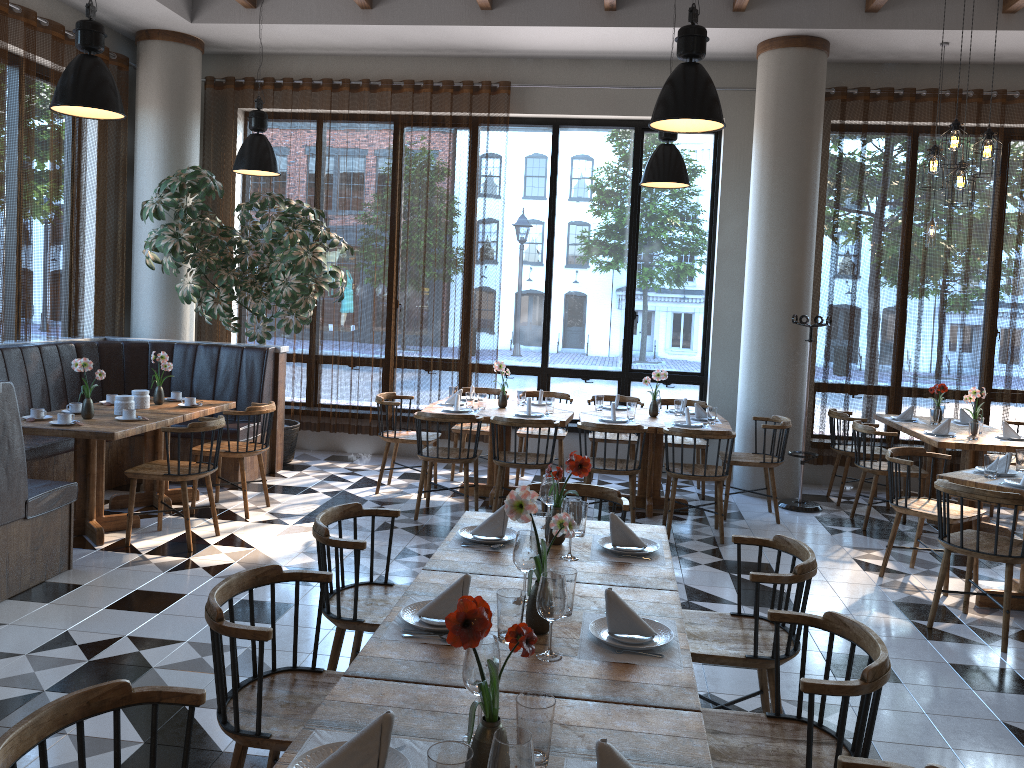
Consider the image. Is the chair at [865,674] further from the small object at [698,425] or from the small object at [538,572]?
the small object at [698,425]

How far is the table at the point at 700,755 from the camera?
1.85m

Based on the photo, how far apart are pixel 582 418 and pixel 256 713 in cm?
482

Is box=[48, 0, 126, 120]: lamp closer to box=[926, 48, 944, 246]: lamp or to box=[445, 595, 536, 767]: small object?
box=[445, 595, 536, 767]: small object

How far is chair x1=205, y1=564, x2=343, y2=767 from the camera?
2.4m

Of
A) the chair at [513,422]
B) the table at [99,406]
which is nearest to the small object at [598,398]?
the chair at [513,422]

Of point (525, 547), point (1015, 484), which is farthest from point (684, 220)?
point (525, 547)

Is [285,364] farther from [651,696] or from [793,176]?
[651,696]

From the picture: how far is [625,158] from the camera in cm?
895

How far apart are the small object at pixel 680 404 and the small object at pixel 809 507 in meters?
1.1
